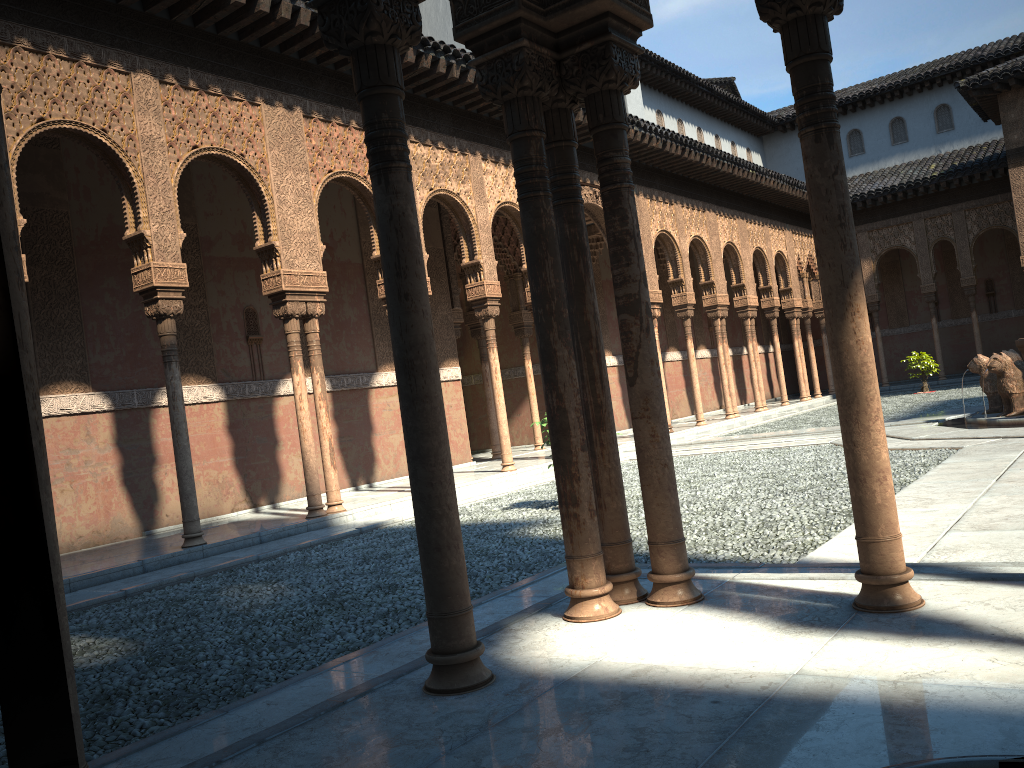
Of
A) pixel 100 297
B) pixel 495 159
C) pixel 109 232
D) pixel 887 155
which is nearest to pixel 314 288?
pixel 100 297

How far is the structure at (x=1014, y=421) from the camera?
12.57m

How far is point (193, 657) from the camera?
5.60m

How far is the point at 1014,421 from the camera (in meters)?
12.58

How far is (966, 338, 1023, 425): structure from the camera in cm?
1257
